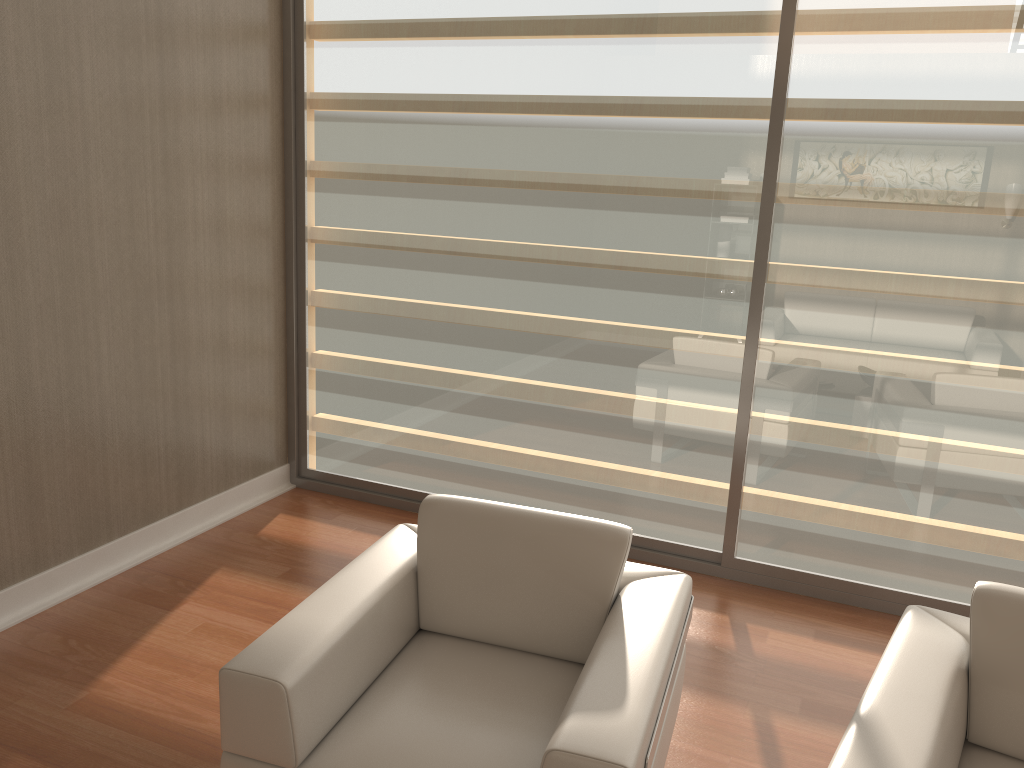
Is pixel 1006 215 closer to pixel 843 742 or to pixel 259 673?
pixel 843 742

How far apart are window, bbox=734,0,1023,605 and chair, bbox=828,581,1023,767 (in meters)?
1.19

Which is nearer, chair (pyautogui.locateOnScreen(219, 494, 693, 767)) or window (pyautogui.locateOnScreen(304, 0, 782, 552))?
chair (pyautogui.locateOnScreen(219, 494, 693, 767))

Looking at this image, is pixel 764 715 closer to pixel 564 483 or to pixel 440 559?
pixel 440 559

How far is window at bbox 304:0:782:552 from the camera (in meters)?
Result: 3.45

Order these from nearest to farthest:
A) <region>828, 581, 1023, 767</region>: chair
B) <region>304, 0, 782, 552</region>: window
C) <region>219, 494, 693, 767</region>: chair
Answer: <region>828, 581, 1023, 767</region>: chair < <region>219, 494, 693, 767</region>: chair < <region>304, 0, 782, 552</region>: window

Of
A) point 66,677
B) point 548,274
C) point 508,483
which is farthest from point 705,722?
point 66,677

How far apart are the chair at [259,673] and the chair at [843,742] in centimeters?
35cm

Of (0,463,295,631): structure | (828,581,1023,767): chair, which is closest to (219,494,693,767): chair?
(828,581,1023,767): chair

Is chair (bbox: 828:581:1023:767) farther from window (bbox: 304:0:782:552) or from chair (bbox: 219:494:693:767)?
window (bbox: 304:0:782:552)
